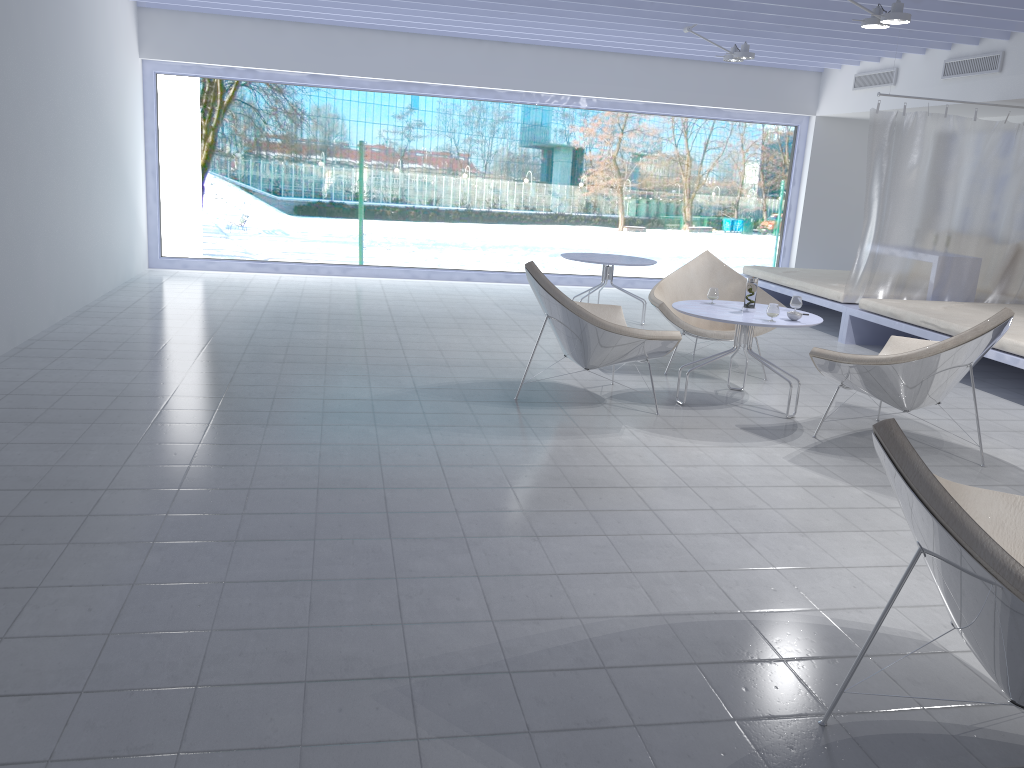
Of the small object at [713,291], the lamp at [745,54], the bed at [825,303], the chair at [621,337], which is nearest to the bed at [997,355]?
the bed at [825,303]

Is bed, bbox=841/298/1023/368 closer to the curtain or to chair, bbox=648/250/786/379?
the curtain

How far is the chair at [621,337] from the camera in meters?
4.5 m

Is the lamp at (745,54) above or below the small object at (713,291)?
above

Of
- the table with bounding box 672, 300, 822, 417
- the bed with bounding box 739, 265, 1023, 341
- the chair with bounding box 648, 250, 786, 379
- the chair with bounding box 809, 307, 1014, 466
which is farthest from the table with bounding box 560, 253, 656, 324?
the chair with bounding box 809, 307, 1014, 466

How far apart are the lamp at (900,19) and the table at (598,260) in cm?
246

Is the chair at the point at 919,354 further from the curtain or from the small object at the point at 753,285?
the curtain

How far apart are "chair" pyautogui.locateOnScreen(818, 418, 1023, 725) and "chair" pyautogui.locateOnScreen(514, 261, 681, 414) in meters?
2.3 m

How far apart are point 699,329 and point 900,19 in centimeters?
218cm

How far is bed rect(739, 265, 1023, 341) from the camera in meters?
7.6 m
